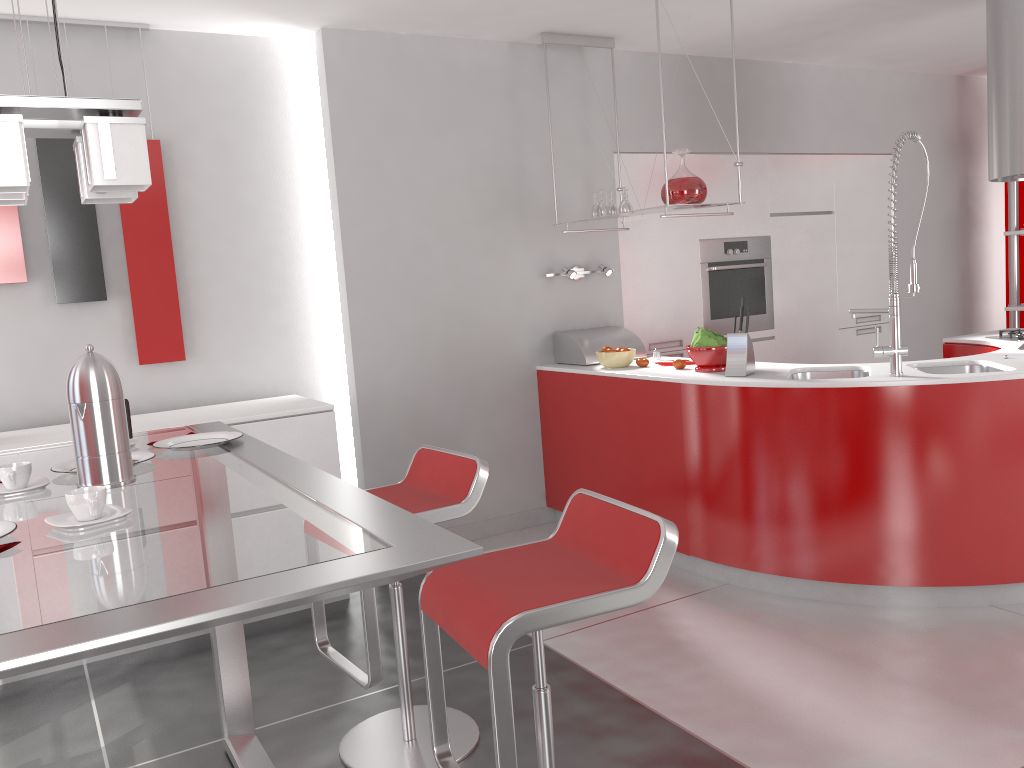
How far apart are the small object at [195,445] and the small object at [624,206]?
2.7 meters

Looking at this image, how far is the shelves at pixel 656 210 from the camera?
4.1 meters

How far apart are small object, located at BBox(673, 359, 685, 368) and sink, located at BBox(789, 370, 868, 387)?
0.53m

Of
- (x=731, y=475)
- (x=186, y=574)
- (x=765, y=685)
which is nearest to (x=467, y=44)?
(x=731, y=475)

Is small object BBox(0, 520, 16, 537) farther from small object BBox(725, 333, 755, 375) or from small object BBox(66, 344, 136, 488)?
small object BBox(725, 333, 755, 375)

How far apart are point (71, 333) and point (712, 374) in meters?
2.8

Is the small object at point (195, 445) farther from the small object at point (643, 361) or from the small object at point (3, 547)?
the small object at point (643, 361)

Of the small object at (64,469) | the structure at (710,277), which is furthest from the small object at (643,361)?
the small object at (64,469)

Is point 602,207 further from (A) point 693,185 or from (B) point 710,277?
(B) point 710,277

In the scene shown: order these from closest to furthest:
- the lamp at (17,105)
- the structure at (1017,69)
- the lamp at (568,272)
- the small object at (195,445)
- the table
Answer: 1. the table
2. the lamp at (17,105)
3. the small object at (195,445)
4. the structure at (1017,69)
5. the lamp at (568,272)
